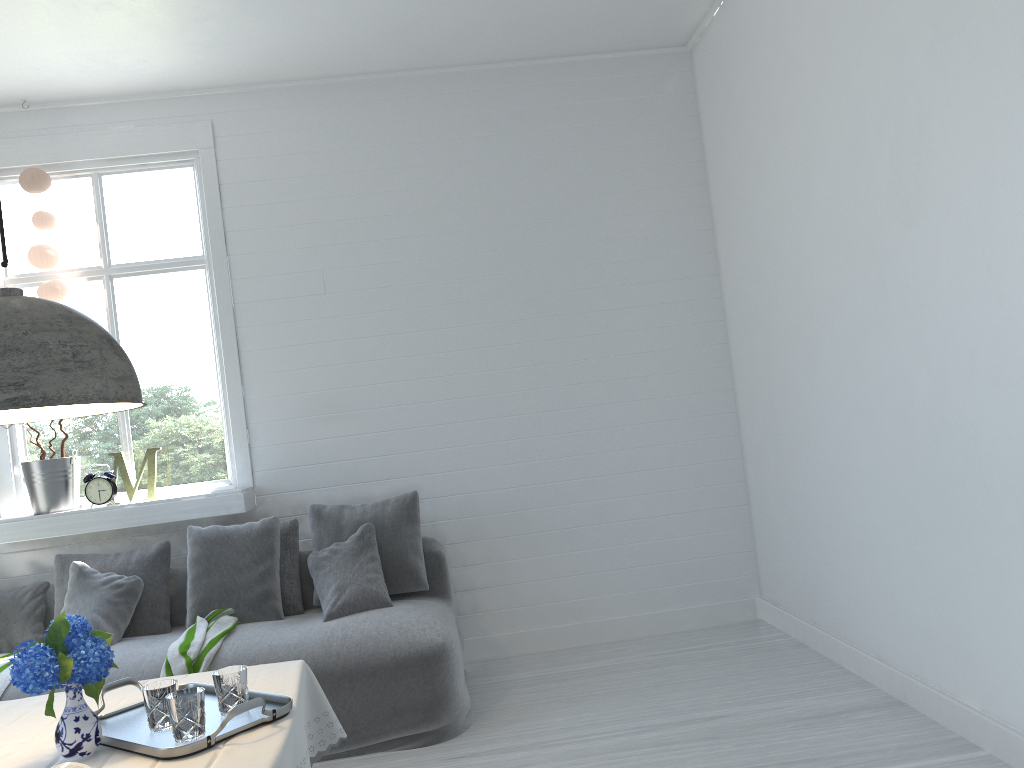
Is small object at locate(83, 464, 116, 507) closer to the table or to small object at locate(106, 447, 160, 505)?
small object at locate(106, 447, 160, 505)

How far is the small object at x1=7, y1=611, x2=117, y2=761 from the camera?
2.16m

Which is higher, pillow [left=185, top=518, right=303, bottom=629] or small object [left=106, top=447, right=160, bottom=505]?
small object [left=106, top=447, right=160, bottom=505]

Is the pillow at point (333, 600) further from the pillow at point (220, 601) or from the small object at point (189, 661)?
the small object at point (189, 661)

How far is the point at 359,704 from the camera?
4.0 meters

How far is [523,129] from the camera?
5.6 meters

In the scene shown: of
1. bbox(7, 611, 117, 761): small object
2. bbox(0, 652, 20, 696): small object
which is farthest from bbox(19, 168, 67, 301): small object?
bbox(7, 611, 117, 761): small object

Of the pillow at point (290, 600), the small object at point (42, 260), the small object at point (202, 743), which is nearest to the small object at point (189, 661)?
the pillow at point (290, 600)

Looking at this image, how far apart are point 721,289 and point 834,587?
2.0 meters

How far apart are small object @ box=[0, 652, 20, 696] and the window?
0.7m
